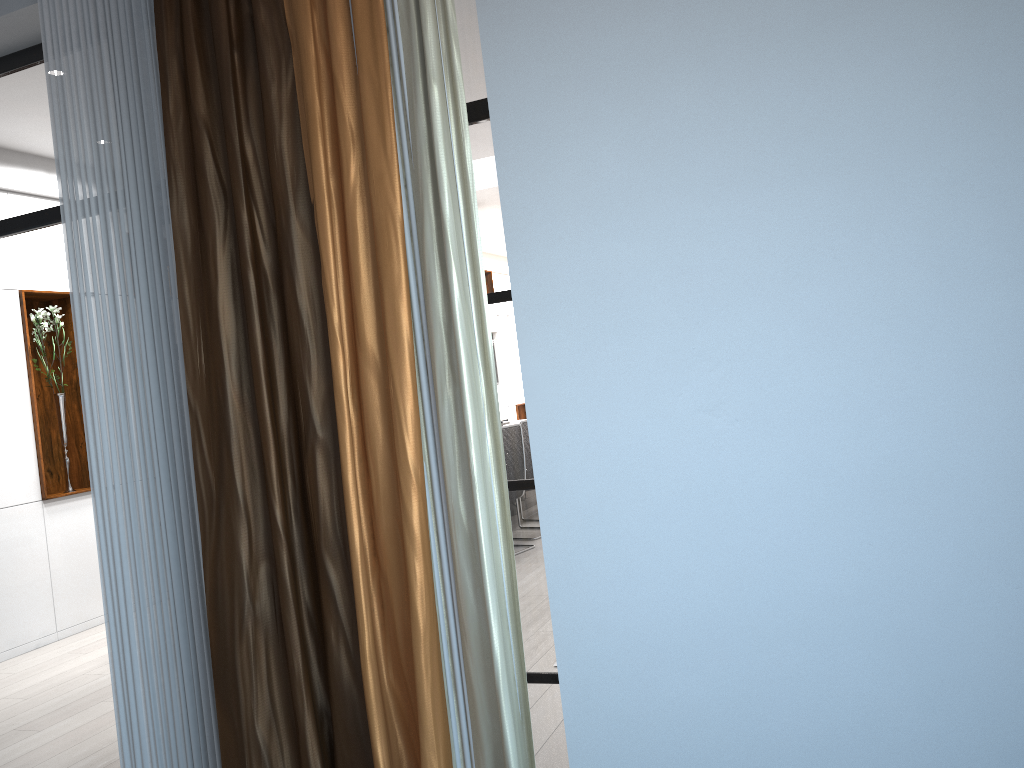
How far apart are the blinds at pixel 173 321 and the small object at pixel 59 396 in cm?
400

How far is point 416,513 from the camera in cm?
212

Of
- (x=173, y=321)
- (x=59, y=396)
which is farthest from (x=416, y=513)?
(x=59, y=396)

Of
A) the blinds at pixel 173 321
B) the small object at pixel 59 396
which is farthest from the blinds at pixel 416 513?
the small object at pixel 59 396

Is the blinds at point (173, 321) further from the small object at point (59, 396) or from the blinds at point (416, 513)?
the small object at point (59, 396)

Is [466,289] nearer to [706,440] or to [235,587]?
[706,440]

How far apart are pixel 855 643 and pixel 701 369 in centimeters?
67cm

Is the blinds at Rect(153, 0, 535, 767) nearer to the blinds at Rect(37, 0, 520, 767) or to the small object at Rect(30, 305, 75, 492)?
the blinds at Rect(37, 0, 520, 767)

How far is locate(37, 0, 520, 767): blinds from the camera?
2.5 meters

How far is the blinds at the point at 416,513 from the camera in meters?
2.1 m
